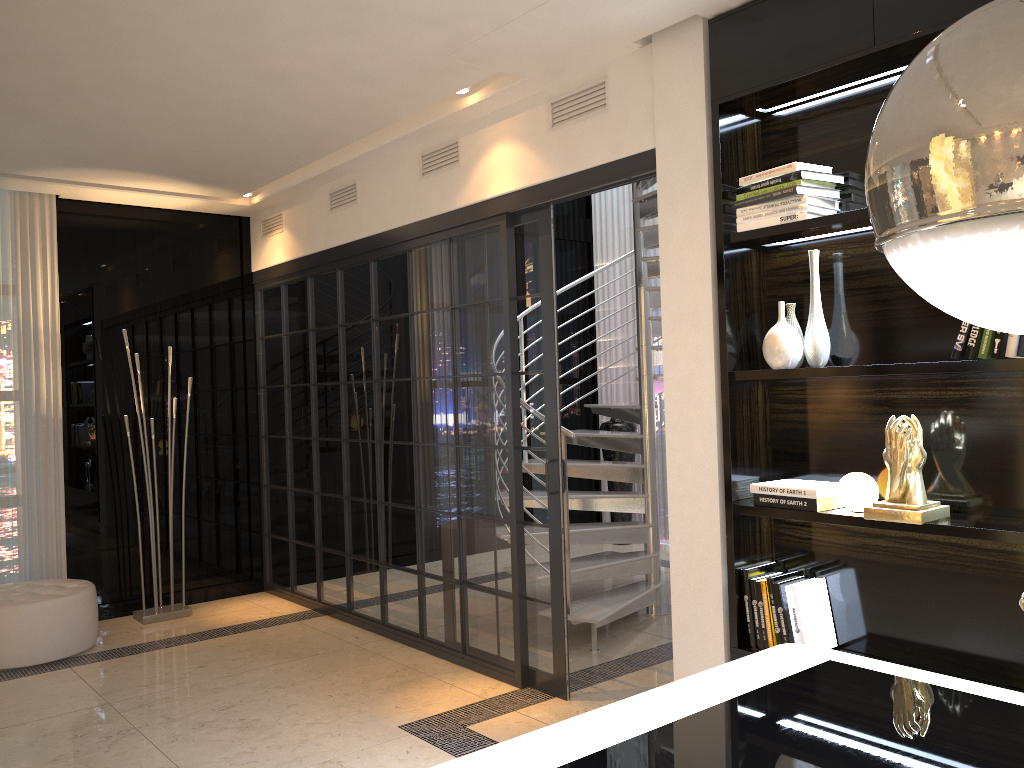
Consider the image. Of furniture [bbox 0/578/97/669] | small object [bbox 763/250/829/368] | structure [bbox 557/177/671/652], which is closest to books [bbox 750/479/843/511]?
small object [bbox 763/250/829/368]

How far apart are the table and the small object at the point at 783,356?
1.15m

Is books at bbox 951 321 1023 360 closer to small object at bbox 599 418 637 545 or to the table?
the table

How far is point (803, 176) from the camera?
2.8 meters

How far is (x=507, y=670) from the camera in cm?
408

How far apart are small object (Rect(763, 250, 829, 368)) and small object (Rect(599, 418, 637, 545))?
4.47m

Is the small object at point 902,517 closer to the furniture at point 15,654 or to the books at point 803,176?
the books at point 803,176

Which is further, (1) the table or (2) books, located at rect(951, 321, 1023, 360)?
(2) books, located at rect(951, 321, 1023, 360)

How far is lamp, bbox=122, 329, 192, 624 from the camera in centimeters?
540cm

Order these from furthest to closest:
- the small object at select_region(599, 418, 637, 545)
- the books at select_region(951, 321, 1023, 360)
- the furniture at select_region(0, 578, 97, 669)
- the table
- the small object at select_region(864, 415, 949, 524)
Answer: the small object at select_region(599, 418, 637, 545), the furniture at select_region(0, 578, 97, 669), the small object at select_region(864, 415, 949, 524), the books at select_region(951, 321, 1023, 360), the table
